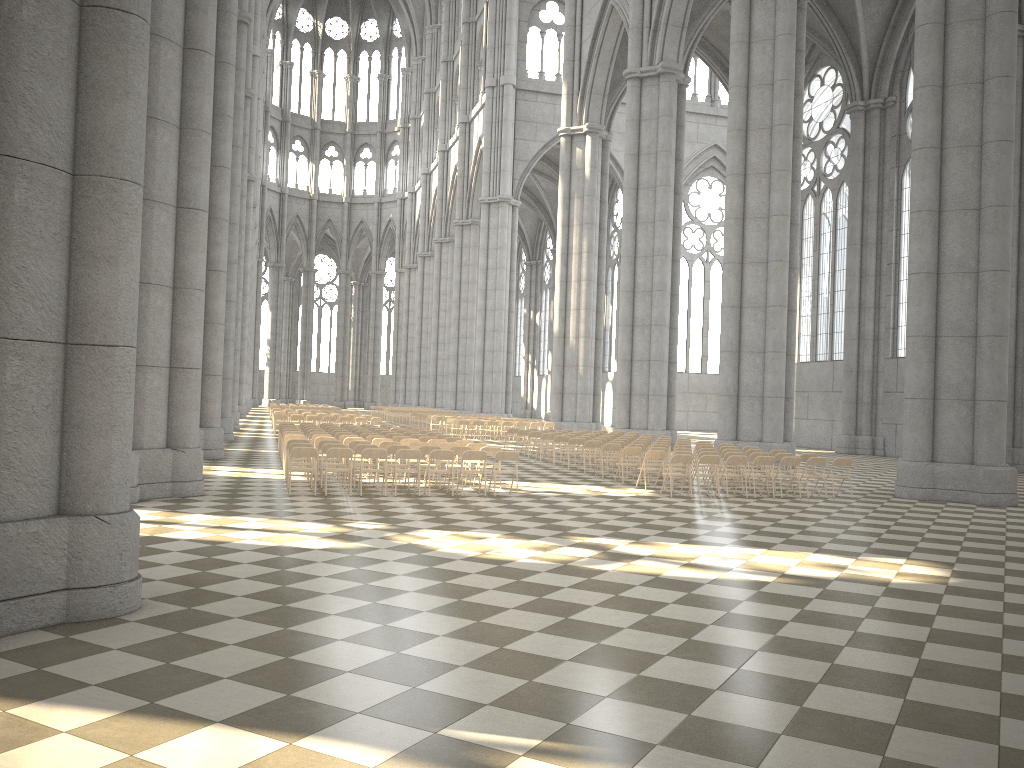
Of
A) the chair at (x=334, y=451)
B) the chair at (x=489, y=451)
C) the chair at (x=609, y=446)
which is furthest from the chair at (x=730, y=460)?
the chair at (x=334, y=451)

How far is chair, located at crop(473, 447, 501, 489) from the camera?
16.8 meters

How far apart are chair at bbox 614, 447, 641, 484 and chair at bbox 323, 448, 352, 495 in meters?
6.4 m

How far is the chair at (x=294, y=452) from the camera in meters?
14.7 m

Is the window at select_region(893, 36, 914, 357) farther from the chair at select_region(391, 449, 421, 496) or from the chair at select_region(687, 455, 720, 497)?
the chair at select_region(391, 449, 421, 496)

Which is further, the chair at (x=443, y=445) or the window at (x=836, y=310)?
the window at (x=836, y=310)

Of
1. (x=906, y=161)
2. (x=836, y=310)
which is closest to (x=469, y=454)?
(x=906, y=161)

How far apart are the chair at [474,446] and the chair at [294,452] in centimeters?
398cm

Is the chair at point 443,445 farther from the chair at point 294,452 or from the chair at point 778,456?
the chair at point 778,456

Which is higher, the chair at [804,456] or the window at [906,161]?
the window at [906,161]
